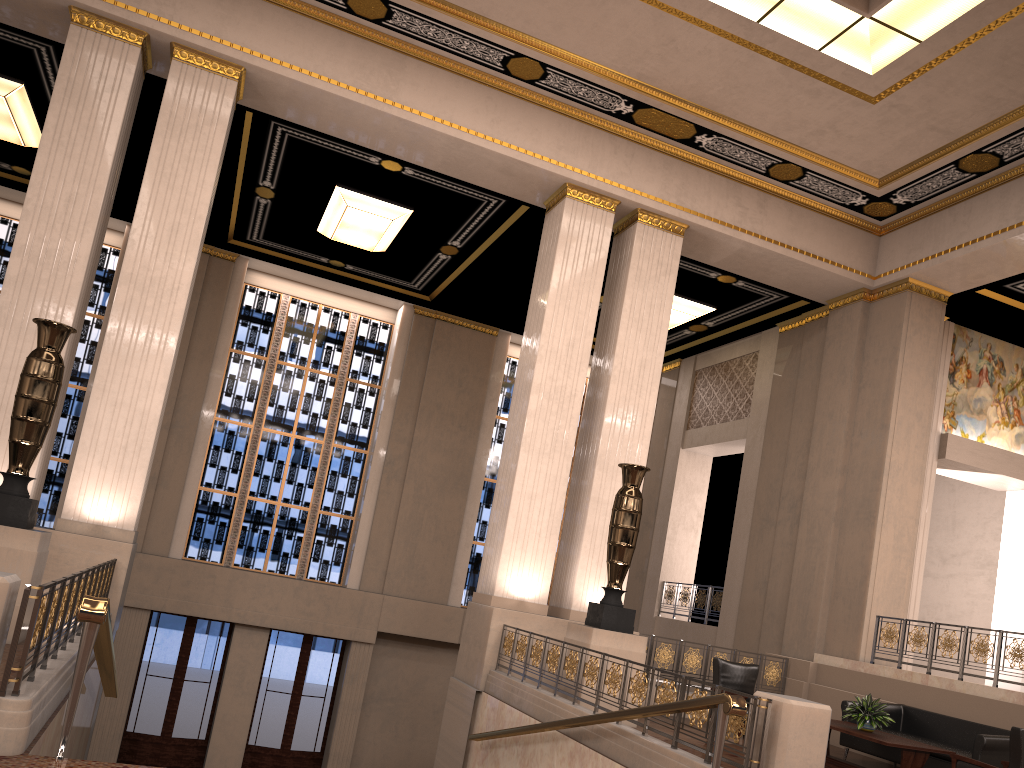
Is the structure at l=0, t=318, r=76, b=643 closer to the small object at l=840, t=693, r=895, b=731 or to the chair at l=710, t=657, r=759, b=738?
the chair at l=710, t=657, r=759, b=738

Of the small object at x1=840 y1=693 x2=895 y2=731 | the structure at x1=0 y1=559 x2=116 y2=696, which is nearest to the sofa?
the small object at x1=840 y1=693 x2=895 y2=731

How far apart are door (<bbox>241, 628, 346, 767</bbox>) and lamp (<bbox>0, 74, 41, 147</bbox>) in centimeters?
900cm

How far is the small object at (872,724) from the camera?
8.5 meters

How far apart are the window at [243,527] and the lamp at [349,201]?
3.0m

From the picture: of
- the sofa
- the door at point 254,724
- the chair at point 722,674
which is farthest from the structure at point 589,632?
the door at point 254,724

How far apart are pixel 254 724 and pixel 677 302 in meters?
10.5

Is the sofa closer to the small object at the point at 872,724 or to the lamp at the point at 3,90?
the small object at the point at 872,724

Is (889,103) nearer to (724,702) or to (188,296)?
(724,702)

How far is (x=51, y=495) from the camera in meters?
15.5 m
